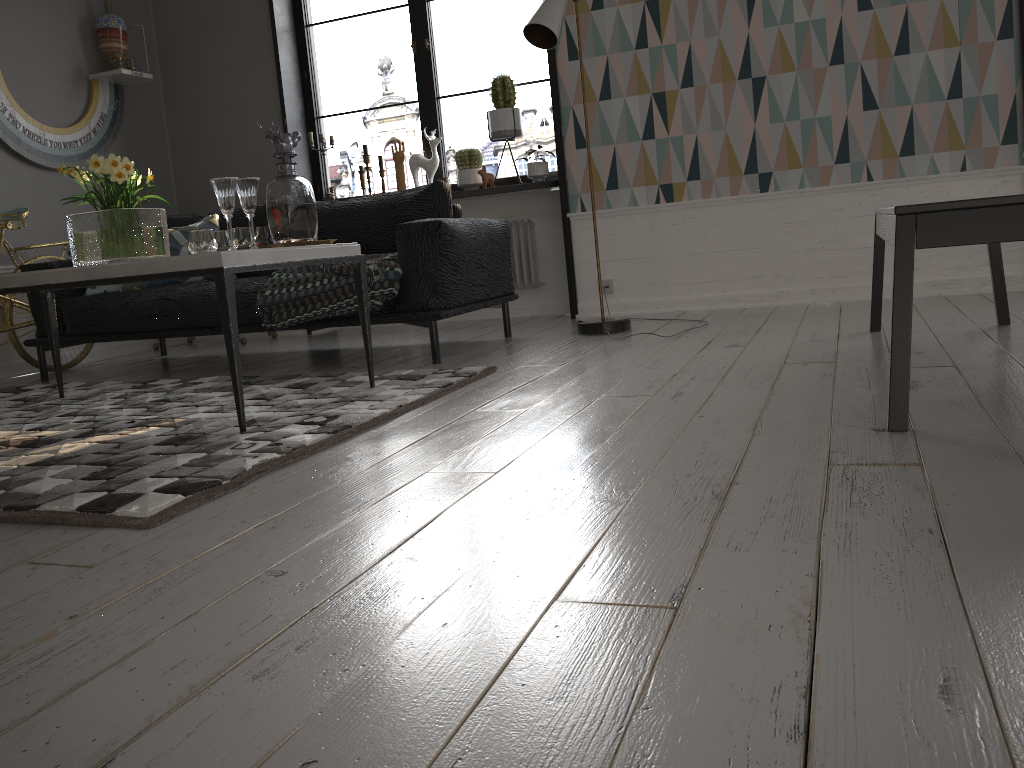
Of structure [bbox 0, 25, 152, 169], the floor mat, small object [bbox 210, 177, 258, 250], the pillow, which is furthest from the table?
structure [bbox 0, 25, 152, 169]

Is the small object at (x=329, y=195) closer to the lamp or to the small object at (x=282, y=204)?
the lamp

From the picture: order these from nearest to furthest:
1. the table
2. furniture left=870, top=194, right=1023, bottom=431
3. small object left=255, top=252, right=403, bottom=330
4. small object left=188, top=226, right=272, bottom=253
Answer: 1. furniture left=870, top=194, right=1023, bottom=431
2. the table
3. small object left=188, top=226, right=272, bottom=253
4. small object left=255, top=252, right=403, bottom=330

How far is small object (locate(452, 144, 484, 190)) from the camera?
5.20m

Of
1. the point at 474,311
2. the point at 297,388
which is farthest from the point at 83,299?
the point at 474,311

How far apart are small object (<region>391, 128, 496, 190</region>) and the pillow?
1.3 meters

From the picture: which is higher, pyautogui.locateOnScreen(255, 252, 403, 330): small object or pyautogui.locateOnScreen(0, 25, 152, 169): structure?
pyautogui.locateOnScreen(0, 25, 152, 169): structure

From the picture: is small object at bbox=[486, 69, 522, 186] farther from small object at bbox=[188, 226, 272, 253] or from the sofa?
small object at bbox=[188, 226, 272, 253]

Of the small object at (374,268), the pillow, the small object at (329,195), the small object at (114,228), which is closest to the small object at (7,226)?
the pillow

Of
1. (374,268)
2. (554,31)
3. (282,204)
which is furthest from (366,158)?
(282,204)
